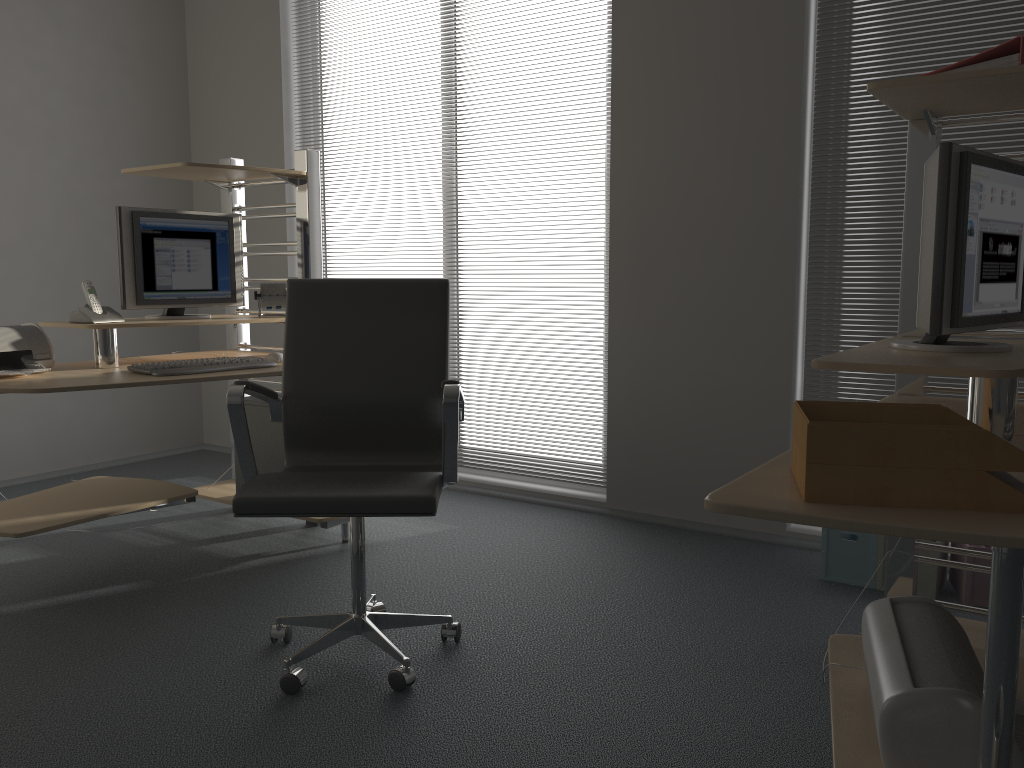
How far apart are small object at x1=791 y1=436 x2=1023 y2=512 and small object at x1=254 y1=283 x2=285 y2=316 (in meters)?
2.62

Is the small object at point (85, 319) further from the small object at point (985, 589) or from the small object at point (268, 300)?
the small object at point (985, 589)

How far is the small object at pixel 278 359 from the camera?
3.3m

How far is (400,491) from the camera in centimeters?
213cm

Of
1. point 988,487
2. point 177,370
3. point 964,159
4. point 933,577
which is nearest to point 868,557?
point 933,577

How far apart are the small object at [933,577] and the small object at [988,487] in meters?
1.8

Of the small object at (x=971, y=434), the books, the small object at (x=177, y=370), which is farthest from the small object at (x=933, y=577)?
the small object at (x=177, y=370)

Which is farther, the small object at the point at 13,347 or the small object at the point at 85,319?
the small object at the point at 85,319

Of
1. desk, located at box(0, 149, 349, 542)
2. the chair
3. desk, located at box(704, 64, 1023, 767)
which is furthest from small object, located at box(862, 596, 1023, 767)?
desk, located at box(0, 149, 349, 542)

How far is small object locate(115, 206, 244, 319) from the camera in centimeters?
327cm
